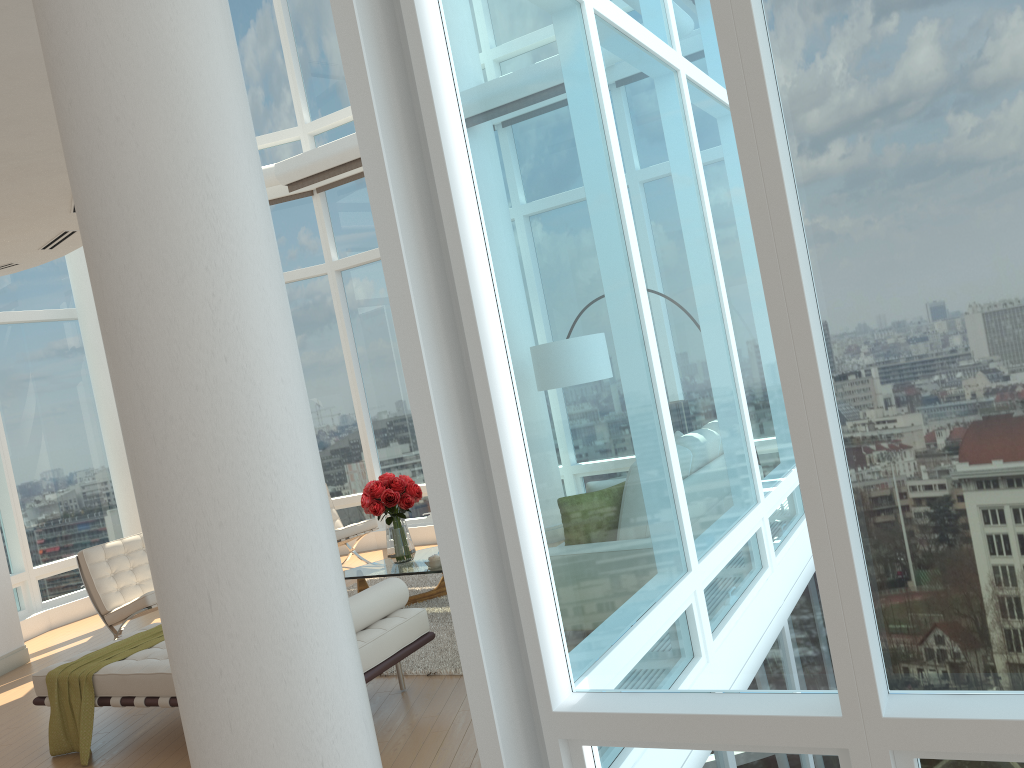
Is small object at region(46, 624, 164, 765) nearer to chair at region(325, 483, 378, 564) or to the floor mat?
the floor mat

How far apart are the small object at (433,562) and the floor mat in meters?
0.4

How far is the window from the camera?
2.23m

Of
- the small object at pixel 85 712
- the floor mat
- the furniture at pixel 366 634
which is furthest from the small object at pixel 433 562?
the small object at pixel 85 712

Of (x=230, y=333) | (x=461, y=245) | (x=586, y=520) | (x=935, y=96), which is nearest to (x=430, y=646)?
(x=586, y=520)

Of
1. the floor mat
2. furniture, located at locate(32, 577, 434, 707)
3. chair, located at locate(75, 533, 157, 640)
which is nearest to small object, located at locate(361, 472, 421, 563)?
the floor mat

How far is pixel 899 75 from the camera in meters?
2.2 m

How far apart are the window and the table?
3.11m

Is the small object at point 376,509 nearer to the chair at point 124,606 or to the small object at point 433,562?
the small object at point 433,562

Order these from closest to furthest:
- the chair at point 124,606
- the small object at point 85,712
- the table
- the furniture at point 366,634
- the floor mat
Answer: the furniture at point 366,634
the small object at point 85,712
the floor mat
the table
the chair at point 124,606
